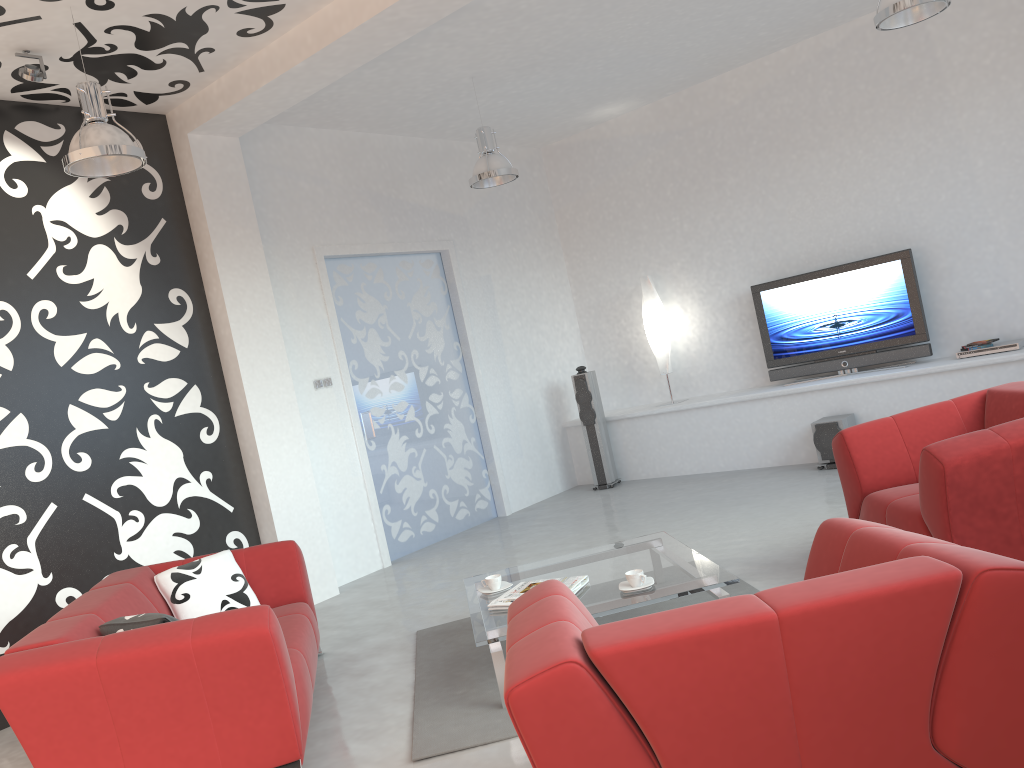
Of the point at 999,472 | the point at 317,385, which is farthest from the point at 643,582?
the point at 317,385

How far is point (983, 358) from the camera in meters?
6.5

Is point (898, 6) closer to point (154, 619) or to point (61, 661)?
point (154, 619)

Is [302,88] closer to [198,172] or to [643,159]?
[198,172]

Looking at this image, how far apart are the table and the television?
3.58m

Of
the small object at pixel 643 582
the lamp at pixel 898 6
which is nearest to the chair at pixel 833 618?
the small object at pixel 643 582

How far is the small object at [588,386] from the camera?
8.3 meters

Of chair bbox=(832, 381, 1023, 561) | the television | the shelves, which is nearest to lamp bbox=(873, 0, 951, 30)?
chair bbox=(832, 381, 1023, 561)

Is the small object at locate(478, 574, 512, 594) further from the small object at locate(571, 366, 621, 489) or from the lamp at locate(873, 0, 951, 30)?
the small object at locate(571, 366, 621, 489)

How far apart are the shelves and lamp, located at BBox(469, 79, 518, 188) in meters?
2.7
